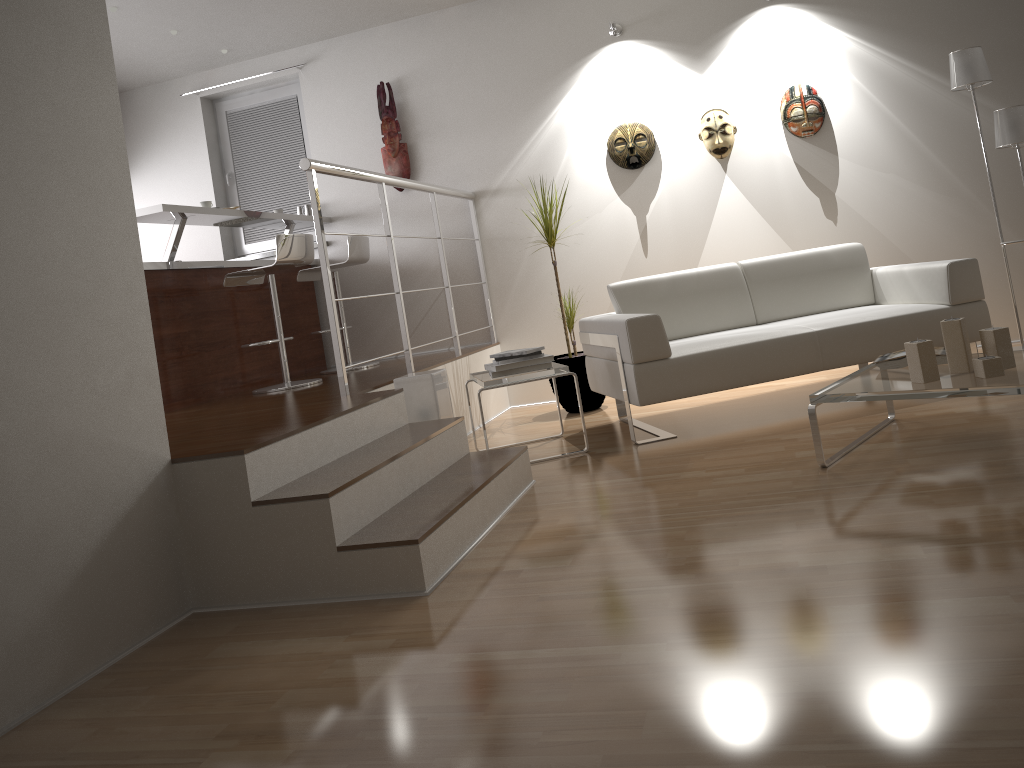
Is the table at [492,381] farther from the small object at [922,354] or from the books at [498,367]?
the small object at [922,354]

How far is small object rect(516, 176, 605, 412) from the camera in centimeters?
517cm

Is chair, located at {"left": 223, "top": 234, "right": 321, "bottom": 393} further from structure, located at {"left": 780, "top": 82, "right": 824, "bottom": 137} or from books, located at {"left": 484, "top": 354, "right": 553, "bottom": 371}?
structure, located at {"left": 780, "top": 82, "right": 824, "bottom": 137}

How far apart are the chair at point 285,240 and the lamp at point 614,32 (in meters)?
2.24

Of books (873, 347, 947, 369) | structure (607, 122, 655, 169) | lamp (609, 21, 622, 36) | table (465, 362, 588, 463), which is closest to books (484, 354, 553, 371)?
table (465, 362, 588, 463)

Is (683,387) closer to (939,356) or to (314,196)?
(939,356)

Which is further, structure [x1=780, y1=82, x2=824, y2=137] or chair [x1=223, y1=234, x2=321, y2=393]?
structure [x1=780, y1=82, x2=824, y2=137]

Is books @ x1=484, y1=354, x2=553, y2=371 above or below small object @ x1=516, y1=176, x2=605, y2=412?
above

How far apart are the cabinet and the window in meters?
0.5

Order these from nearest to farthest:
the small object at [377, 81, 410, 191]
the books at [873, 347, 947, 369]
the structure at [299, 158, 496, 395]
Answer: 1. the books at [873, 347, 947, 369]
2. the structure at [299, 158, 496, 395]
3. the small object at [377, 81, 410, 191]
